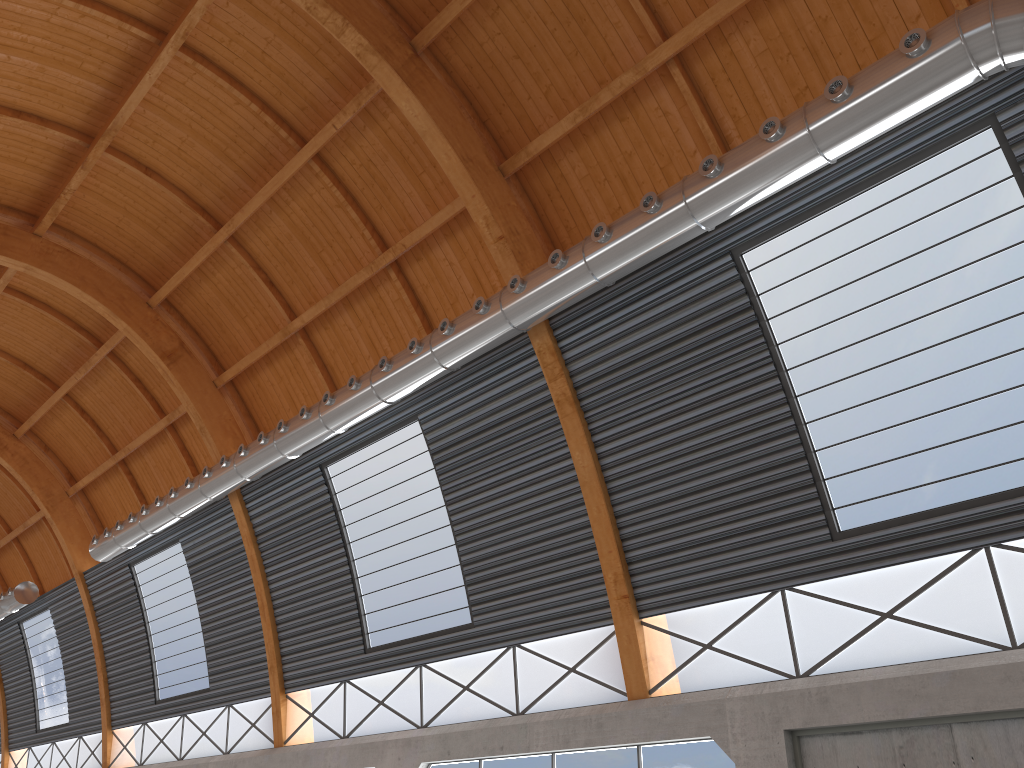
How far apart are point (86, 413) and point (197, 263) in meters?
15.5

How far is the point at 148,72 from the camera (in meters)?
25.02
